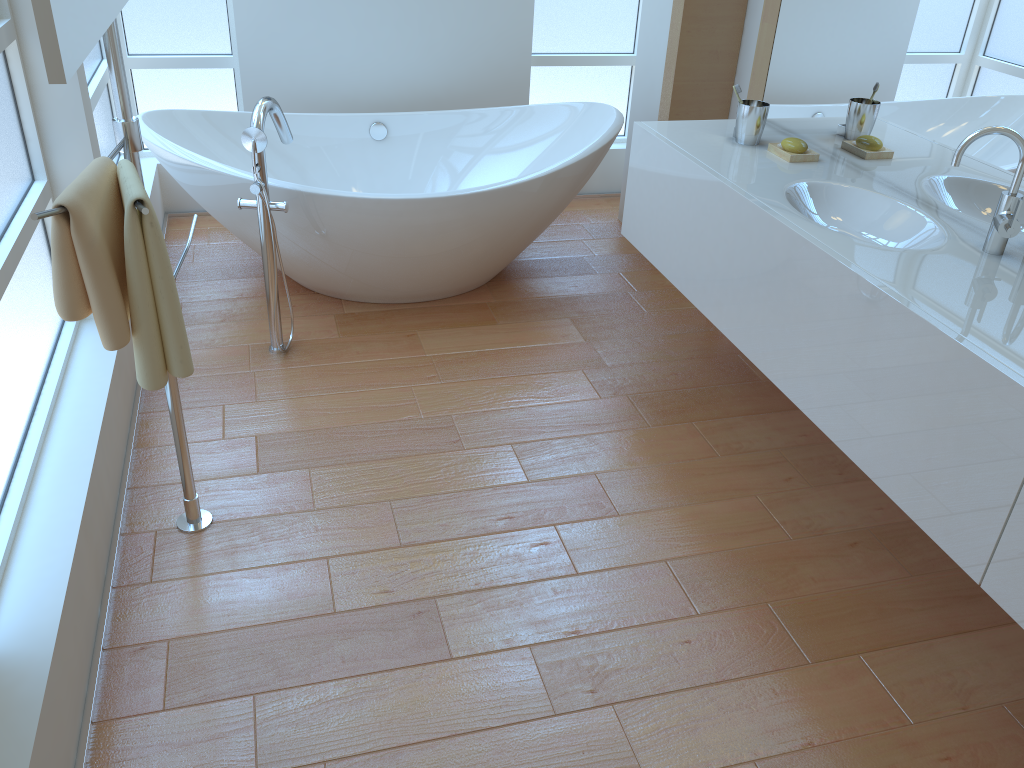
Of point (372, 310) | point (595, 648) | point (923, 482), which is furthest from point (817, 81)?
point (595, 648)

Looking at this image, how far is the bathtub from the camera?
2.9m

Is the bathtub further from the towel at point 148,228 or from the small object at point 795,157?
the towel at point 148,228

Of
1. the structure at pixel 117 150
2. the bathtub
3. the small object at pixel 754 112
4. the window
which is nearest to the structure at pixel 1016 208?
the small object at pixel 754 112

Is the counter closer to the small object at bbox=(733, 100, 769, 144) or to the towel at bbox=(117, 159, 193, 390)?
the small object at bbox=(733, 100, 769, 144)

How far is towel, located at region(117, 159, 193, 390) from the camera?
1.41m

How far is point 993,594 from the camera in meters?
1.5 m

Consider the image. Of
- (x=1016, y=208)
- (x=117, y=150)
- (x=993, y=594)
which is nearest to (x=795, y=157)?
(x=1016, y=208)

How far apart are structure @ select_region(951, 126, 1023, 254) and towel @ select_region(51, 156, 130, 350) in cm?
167

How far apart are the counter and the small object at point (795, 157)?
0.0m
